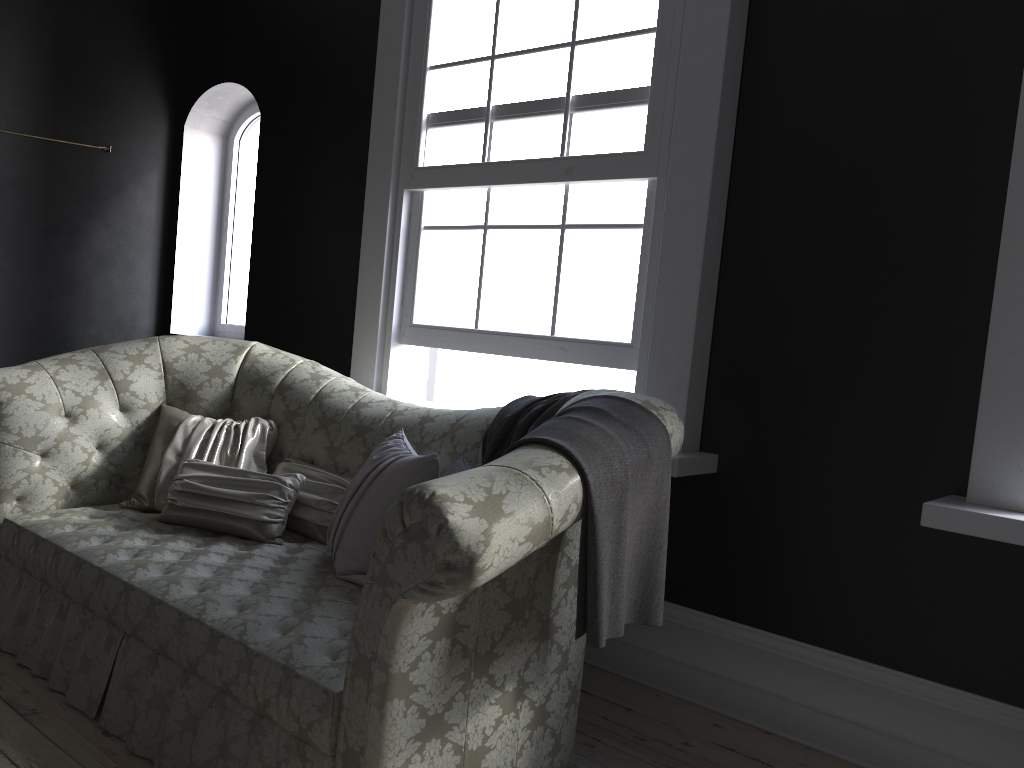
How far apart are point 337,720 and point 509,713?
0.4m

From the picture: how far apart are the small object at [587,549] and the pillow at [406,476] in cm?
8

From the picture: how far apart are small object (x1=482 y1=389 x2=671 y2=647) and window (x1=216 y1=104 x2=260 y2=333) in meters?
3.2

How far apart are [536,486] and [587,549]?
0.2m

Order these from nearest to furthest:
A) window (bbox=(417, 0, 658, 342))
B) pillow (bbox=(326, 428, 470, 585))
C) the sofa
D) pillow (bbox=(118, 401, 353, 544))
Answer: the sofa
pillow (bbox=(326, 428, 470, 585))
pillow (bbox=(118, 401, 353, 544))
window (bbox=(417, 0, 658, 342))

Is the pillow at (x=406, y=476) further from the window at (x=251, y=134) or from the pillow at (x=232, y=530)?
the window at (x=251, y=134)

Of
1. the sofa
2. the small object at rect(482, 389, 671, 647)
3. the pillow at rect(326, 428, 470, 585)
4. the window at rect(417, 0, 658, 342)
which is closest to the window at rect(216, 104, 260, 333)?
the sofa

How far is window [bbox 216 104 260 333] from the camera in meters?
5.7 m

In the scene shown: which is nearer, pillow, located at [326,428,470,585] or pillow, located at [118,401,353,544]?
pillow, located at [326,428,470,585]

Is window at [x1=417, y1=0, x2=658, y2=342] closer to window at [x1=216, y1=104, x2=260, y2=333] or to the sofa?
the sofa
